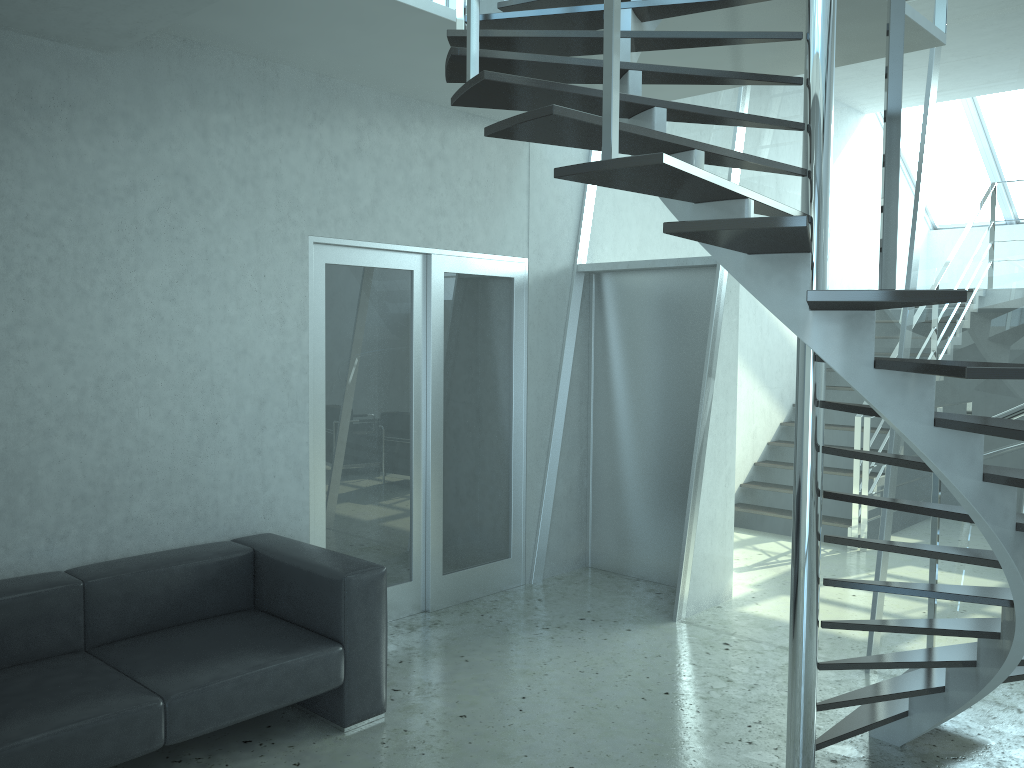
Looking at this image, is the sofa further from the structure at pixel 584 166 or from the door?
the structure at pixel 584 166

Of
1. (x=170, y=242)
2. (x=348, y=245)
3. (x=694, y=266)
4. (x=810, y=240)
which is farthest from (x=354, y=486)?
(x=810, y=240)

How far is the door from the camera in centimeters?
474cm

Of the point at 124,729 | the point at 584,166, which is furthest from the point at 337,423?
the point at 584,166

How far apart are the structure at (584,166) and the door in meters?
0.9 m

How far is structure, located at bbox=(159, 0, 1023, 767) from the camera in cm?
213

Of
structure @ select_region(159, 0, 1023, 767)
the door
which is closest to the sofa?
the door

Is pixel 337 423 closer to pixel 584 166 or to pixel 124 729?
pixel 124 729

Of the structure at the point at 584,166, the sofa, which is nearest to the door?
the sofa

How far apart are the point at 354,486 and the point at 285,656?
1.5m
